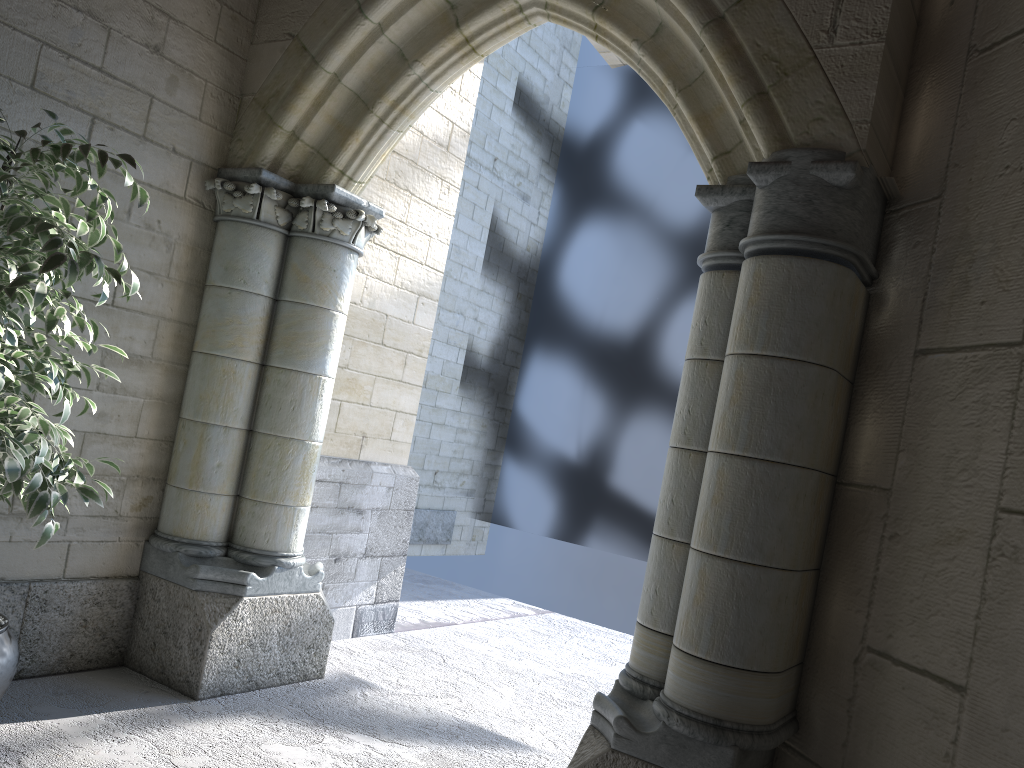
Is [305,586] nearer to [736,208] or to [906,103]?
[736,208]

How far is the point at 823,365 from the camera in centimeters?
199cm

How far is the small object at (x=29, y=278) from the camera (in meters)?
1.92

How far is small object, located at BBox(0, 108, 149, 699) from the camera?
1.9 meters

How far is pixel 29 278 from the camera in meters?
1.9 m
